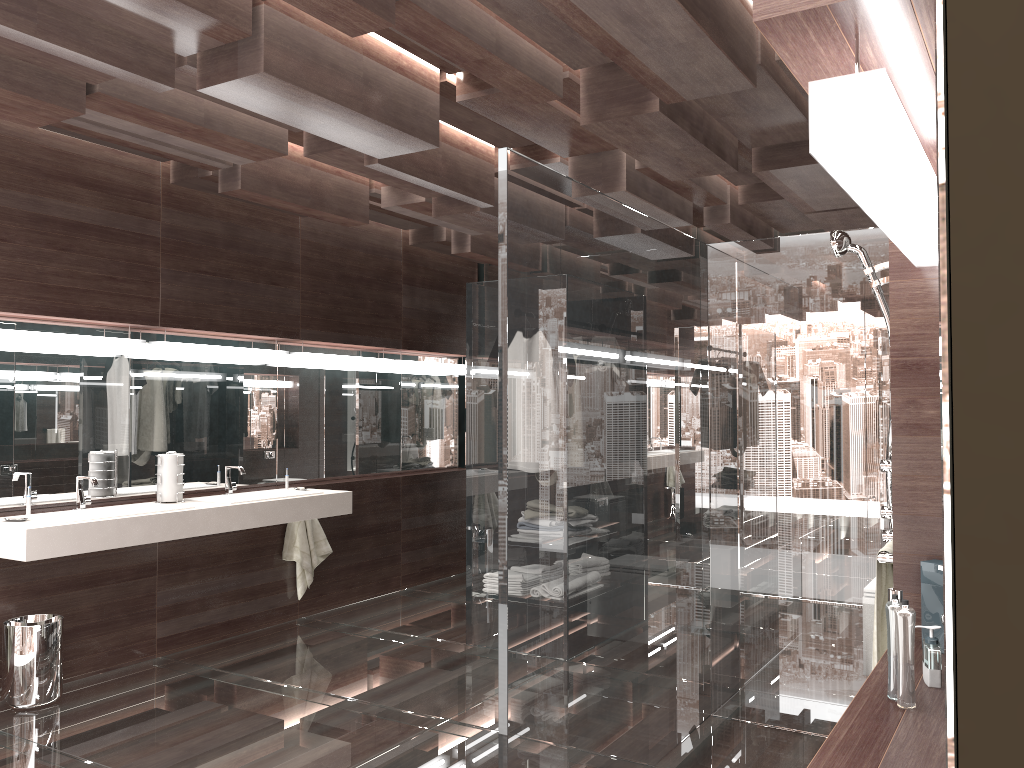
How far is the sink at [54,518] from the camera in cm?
399

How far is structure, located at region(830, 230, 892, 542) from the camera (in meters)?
2.76

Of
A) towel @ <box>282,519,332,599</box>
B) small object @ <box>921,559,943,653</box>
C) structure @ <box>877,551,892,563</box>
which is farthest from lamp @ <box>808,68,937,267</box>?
towel @ <box>282,519,332,599</box>

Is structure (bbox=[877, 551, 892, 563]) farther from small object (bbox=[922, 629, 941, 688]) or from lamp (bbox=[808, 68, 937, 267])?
lamp (bbox=[808, 68, 937, 267])

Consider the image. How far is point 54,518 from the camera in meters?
4.0

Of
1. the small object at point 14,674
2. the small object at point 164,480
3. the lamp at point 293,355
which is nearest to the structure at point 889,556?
the small object at point 14,674

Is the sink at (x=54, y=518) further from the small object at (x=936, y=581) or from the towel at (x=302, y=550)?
the small object at (x=936, y=581)

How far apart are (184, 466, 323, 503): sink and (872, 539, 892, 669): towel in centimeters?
335cm

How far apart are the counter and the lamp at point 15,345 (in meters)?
0.83

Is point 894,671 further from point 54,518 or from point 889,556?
point 54,518
